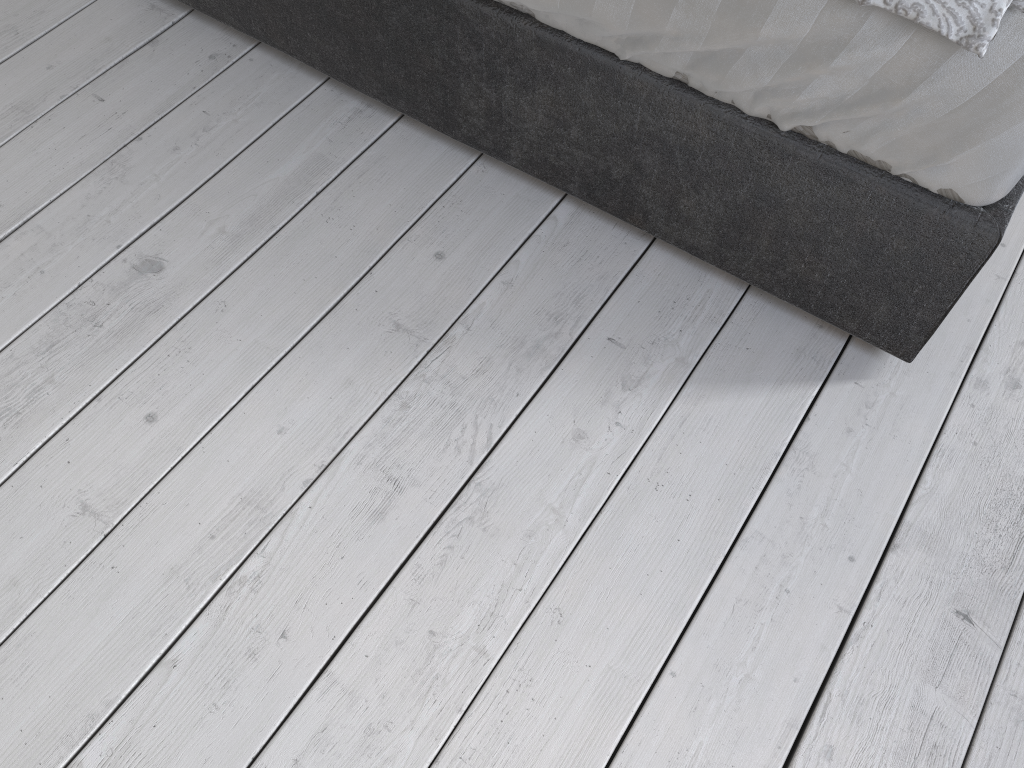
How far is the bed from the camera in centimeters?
102cm

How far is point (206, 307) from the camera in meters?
1.4 m

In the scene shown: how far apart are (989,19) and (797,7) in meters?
0.2

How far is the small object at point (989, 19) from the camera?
0.92m

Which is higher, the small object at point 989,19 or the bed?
the small object at point 989,19

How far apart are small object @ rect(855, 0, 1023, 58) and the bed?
0.0 meters

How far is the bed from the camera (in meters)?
1.02

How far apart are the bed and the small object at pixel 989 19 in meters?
0.0
